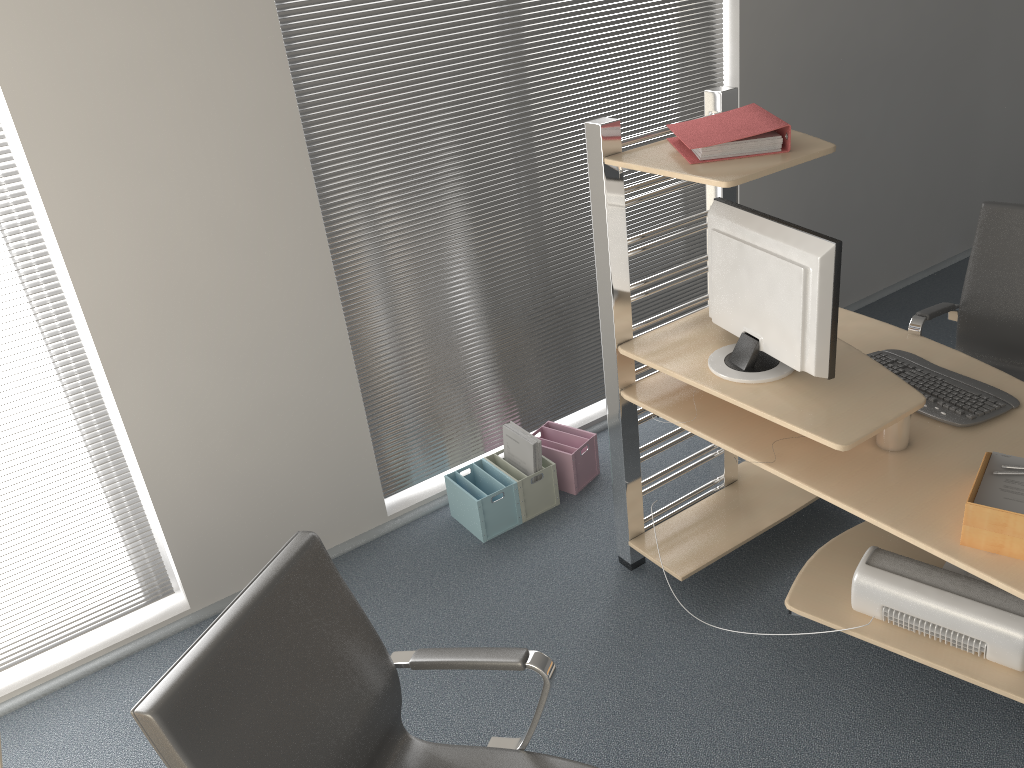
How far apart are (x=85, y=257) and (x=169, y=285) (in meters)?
0.25

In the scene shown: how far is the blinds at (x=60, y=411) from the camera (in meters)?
2.77

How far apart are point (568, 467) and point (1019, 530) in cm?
188

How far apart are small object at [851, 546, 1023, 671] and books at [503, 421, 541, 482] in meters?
Answer: 1.3

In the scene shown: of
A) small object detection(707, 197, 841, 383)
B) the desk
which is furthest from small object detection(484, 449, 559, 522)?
small object detection(707, 197, 841, 383)

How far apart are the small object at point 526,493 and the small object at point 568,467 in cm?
7

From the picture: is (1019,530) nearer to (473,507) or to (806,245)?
(806,245)

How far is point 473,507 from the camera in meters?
3.4

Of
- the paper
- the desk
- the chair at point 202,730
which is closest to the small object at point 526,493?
the desk

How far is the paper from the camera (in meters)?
1.99
